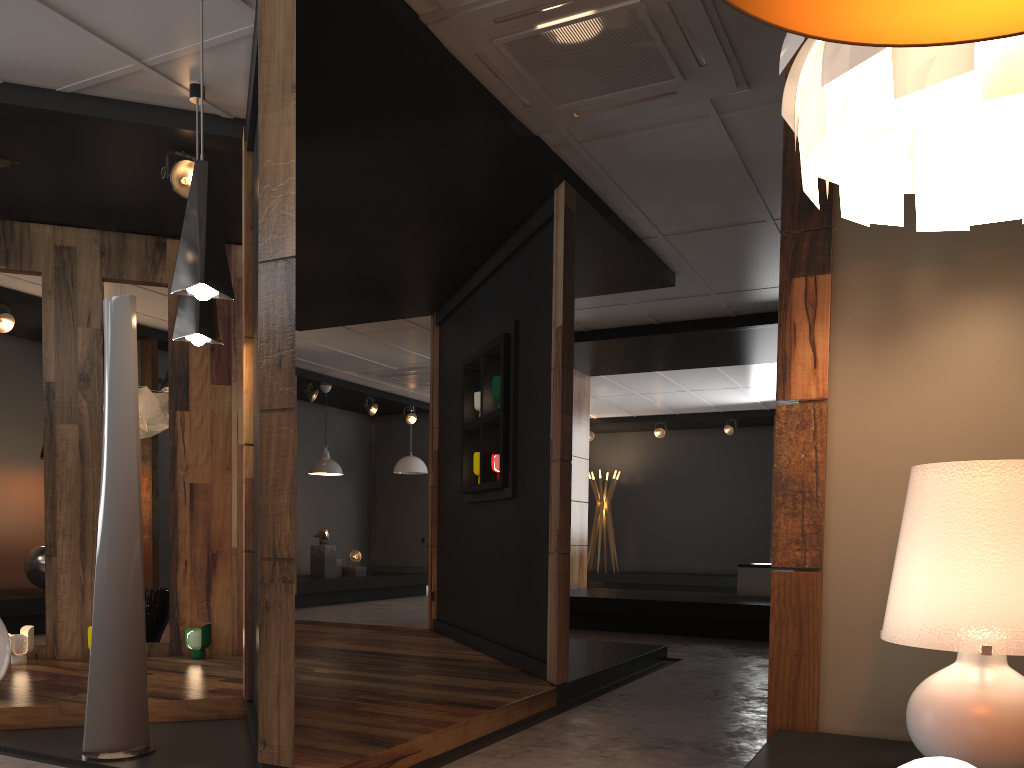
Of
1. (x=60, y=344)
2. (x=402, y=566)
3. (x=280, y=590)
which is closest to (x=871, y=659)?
(x=280, y=590)

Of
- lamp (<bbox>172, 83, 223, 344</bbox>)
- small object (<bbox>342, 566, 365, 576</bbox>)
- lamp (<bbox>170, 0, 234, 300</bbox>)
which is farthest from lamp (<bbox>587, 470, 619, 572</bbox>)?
lamp (<bbox>170, 0, 234, 300</bbox>)

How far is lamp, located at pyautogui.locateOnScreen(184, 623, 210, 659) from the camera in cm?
548

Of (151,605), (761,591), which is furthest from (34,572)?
(761,591)

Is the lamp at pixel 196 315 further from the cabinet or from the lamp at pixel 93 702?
the cabinet

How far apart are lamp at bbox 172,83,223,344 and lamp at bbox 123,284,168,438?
2.4 meters

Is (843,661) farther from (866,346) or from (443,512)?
(443,512)

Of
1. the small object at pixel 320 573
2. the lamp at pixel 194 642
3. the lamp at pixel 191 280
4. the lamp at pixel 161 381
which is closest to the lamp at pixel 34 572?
the lamp at pixel 161 381

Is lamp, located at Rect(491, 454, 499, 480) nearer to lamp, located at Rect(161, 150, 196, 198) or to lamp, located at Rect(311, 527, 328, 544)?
lamp, located at Rect(161, 150, 196, 198)

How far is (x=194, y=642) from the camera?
5.48m
